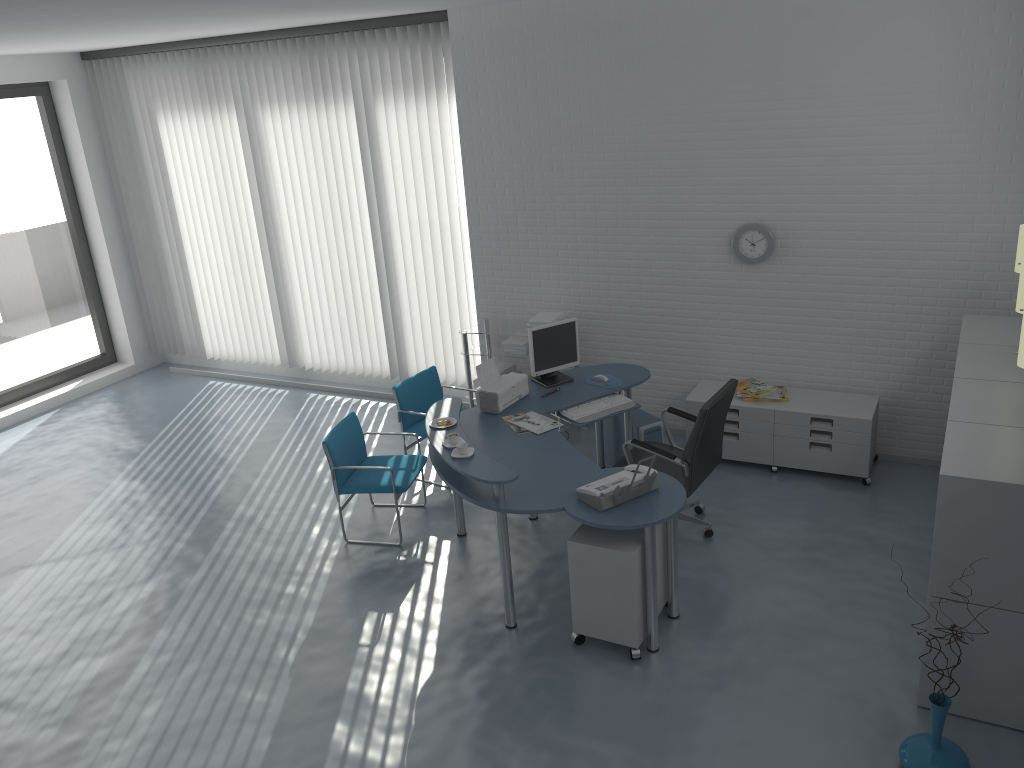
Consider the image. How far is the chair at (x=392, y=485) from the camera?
5.51m

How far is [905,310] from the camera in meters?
5.8 m

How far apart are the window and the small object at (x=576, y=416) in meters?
5.9 m

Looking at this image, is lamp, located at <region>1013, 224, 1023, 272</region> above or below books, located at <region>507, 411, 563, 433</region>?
above

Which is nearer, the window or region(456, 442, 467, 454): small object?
region(456, 442, 467, 454): small object

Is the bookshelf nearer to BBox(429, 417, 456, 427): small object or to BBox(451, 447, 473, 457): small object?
BBox(451, 447, 473, 457): small object

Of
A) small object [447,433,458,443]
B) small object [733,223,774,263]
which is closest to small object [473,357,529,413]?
small object [447,433,458,443]

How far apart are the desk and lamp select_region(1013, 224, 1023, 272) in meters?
2.3 m

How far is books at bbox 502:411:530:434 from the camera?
5.2m

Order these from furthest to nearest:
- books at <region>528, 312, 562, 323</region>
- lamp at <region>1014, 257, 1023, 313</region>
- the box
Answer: the box < books at <region>528, 312, 562, 323</region> < lamp at <region>1014, 257, 1023, 313</region>
